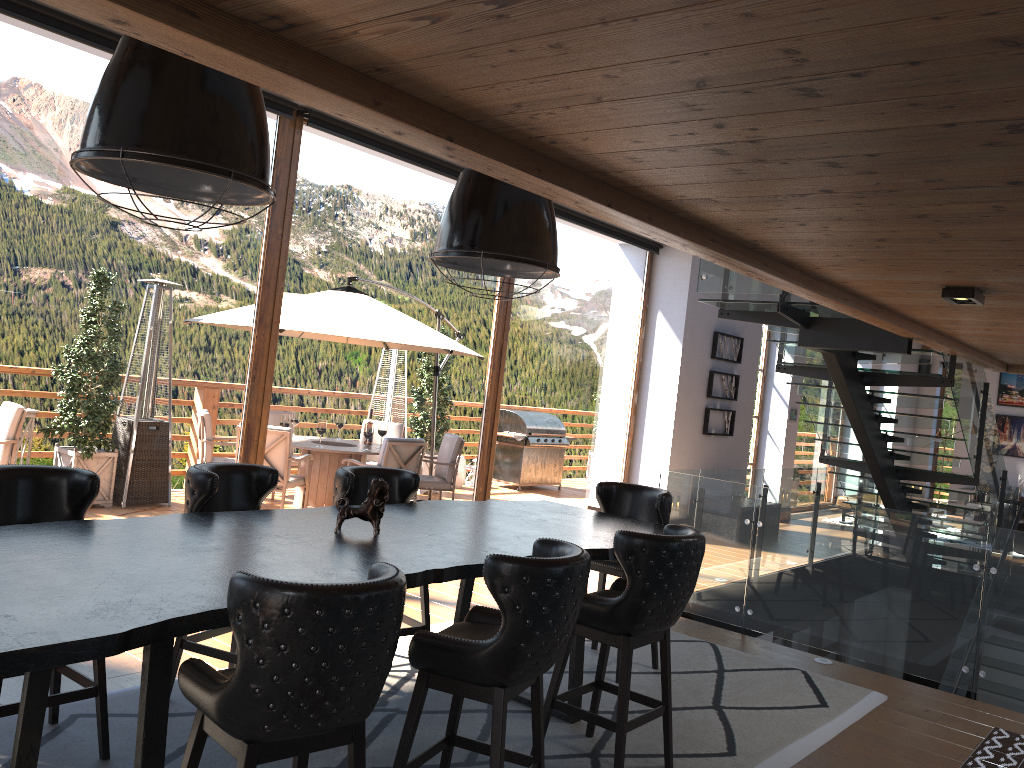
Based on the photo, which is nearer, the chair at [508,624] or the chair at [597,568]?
the chair at [508,624]

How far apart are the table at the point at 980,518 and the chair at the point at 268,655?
13.33m

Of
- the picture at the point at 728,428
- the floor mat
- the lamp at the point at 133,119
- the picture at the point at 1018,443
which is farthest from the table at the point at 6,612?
the picture at the point at 1018,443

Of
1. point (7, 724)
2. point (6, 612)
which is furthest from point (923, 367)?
point (6, 612)

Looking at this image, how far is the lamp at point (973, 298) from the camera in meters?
4.4 m

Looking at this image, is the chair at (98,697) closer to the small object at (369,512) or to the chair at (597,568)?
the small object at (369,512)

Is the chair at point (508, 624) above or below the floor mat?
above

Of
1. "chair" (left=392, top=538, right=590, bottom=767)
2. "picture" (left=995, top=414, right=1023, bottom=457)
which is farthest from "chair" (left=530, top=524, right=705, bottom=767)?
"picture" (left=995, top=414, right=1023, bottom=457)

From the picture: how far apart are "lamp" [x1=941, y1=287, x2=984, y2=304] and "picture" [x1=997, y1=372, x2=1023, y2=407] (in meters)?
14.98

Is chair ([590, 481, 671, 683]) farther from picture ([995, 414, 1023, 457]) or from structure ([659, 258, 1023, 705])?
picture ([995, 414, 1023, 457])
